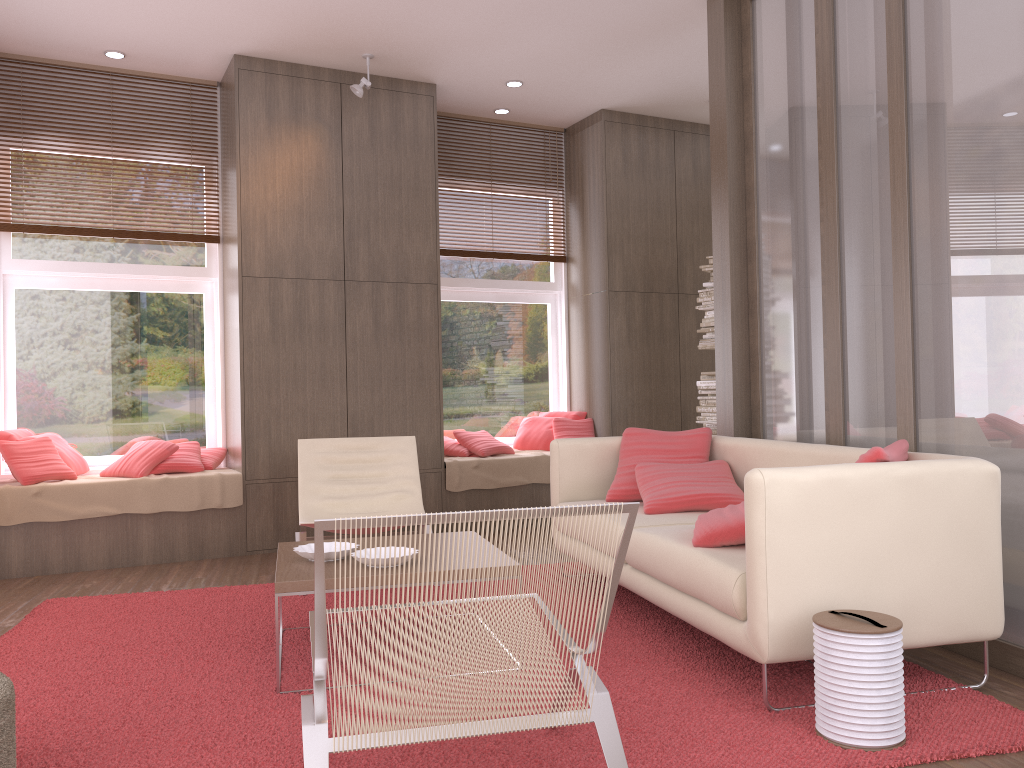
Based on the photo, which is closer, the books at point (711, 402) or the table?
the table

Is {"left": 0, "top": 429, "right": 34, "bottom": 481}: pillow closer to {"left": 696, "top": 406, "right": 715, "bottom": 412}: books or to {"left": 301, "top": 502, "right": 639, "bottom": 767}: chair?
{"left": 301, "top": 502, "right": 639, "bottom": 767}: chair

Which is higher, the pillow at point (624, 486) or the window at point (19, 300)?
the window at point (19, 300)

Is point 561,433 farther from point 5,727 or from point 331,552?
point 5,727

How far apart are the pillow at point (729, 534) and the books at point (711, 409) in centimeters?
299cm

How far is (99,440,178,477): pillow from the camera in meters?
5.5 m

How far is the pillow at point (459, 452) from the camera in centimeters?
662cm

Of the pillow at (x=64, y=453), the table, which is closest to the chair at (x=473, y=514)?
the table

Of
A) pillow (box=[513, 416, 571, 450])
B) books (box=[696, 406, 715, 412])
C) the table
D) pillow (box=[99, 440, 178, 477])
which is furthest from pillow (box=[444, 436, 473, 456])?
the table

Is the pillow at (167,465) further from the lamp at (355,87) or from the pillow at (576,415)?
the pillow at (576,415)
